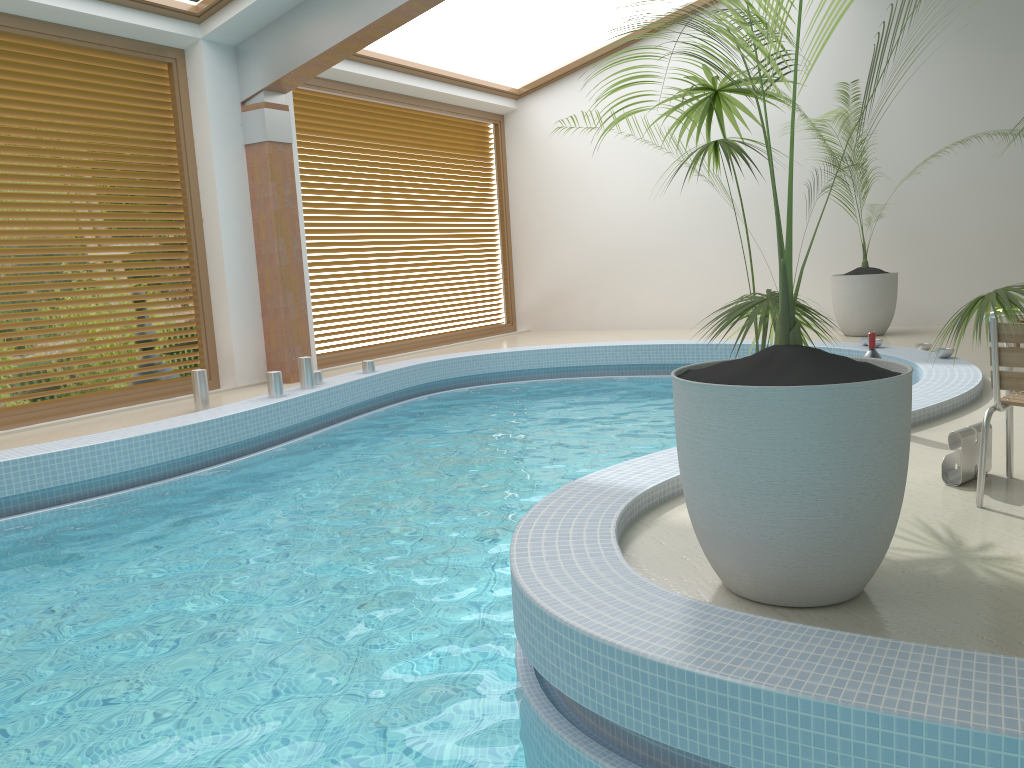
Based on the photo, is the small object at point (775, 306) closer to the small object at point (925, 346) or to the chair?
the chair

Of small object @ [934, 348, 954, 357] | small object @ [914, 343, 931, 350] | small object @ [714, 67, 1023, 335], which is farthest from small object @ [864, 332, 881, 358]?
small object @ [714, 67, 1023, 335]

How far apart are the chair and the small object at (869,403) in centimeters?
83cm

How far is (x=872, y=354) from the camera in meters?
4.7 m

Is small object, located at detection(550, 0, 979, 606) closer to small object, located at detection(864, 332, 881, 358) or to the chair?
the chair

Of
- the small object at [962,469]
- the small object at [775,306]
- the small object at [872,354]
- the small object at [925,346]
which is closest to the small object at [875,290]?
the small object at [925,346]

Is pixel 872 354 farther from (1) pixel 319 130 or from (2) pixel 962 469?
(1) pixel 319 130

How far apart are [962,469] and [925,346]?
4.5 meters

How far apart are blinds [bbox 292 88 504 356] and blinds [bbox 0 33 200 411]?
1.6m

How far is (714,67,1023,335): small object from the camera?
9.0 meters
